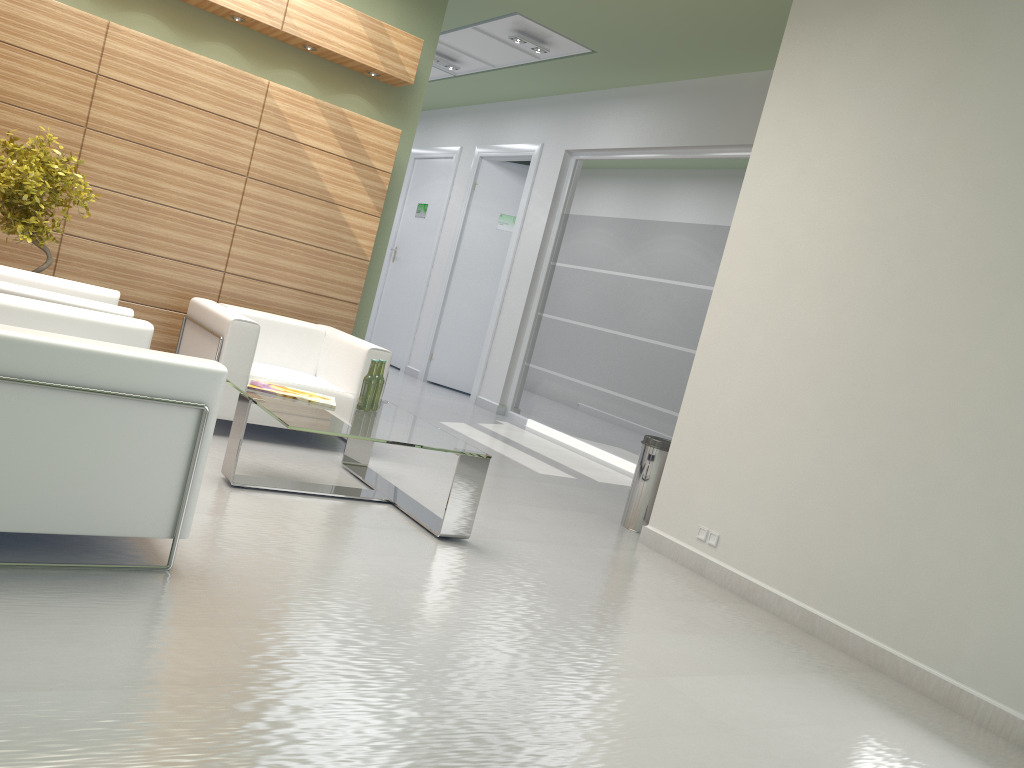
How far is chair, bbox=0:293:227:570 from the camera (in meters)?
4.55

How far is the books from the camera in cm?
763

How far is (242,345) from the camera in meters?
8.9 m

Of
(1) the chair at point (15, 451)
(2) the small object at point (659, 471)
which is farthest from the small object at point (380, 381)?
(2) the small object at point (659, 471)

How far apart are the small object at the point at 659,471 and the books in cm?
355

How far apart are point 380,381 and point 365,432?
1.3m

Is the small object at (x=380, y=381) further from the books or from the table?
the books

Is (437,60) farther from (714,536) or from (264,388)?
(714,536)

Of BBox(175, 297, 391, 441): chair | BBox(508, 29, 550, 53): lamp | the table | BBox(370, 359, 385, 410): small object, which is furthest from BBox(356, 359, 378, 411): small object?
BBox(508, 29, 550, 53): lamp

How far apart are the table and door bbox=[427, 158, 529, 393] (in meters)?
10.28
